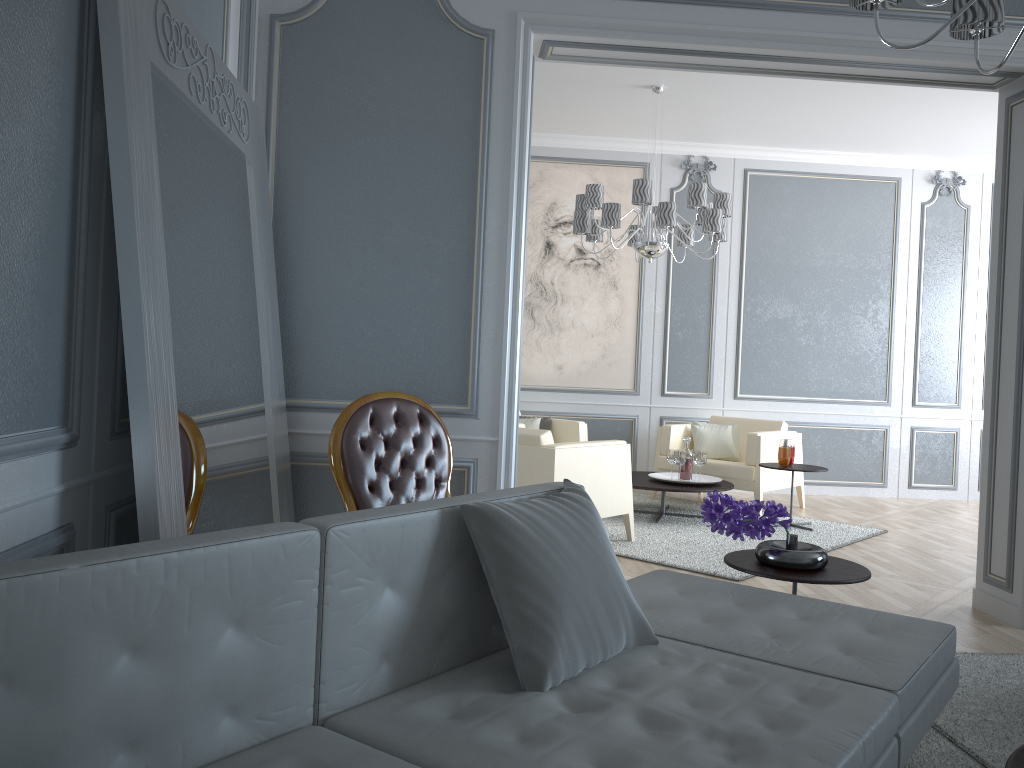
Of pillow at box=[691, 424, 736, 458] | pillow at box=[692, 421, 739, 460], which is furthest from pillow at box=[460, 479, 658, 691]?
pillow at box=[692, 421, 739, 460]

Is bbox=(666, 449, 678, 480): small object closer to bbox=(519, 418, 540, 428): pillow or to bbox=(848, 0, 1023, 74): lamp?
bbox=(519, 418, 540, 428): pillow

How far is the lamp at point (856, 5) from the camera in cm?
201

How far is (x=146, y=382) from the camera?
1.75m

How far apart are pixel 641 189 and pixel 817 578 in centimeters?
318cm

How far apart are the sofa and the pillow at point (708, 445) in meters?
4.0

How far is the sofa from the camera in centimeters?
111cm

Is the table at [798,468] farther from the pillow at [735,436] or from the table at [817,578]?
the table at [817,578]

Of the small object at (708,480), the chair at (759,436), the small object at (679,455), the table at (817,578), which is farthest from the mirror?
the chair at (759,436)

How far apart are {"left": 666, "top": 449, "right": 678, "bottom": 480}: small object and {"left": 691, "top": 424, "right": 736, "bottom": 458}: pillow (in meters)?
0.78
